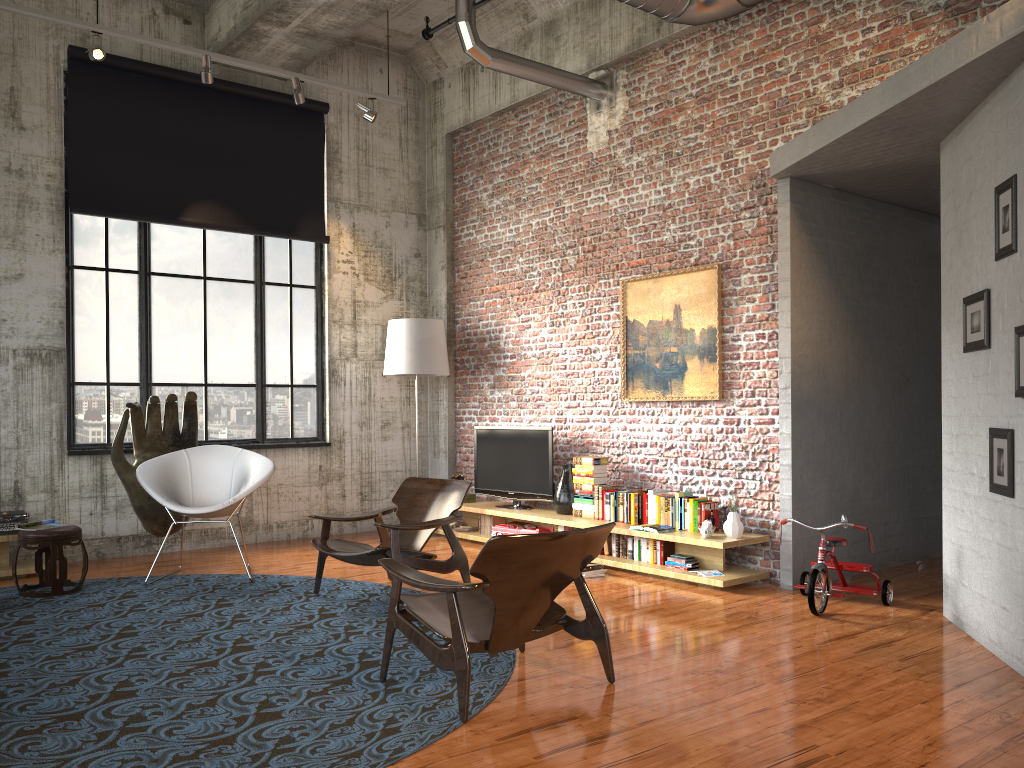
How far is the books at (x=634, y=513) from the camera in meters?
7.2 m

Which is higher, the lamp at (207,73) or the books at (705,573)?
the lamp at (207,73)

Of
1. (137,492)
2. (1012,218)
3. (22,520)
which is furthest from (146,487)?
(1012,218)

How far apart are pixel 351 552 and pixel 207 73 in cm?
433

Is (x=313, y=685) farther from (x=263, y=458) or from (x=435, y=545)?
(x=435, y=545)

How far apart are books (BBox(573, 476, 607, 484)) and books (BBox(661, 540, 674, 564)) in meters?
1.0

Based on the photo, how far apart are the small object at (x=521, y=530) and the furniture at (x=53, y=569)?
3.5 meters

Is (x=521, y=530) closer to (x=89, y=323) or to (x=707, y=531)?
(x=707, y=531)

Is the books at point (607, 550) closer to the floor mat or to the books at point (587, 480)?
the books at point (587, 480)

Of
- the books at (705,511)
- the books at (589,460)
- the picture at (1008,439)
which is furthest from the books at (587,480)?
the picture at (1008,439)
